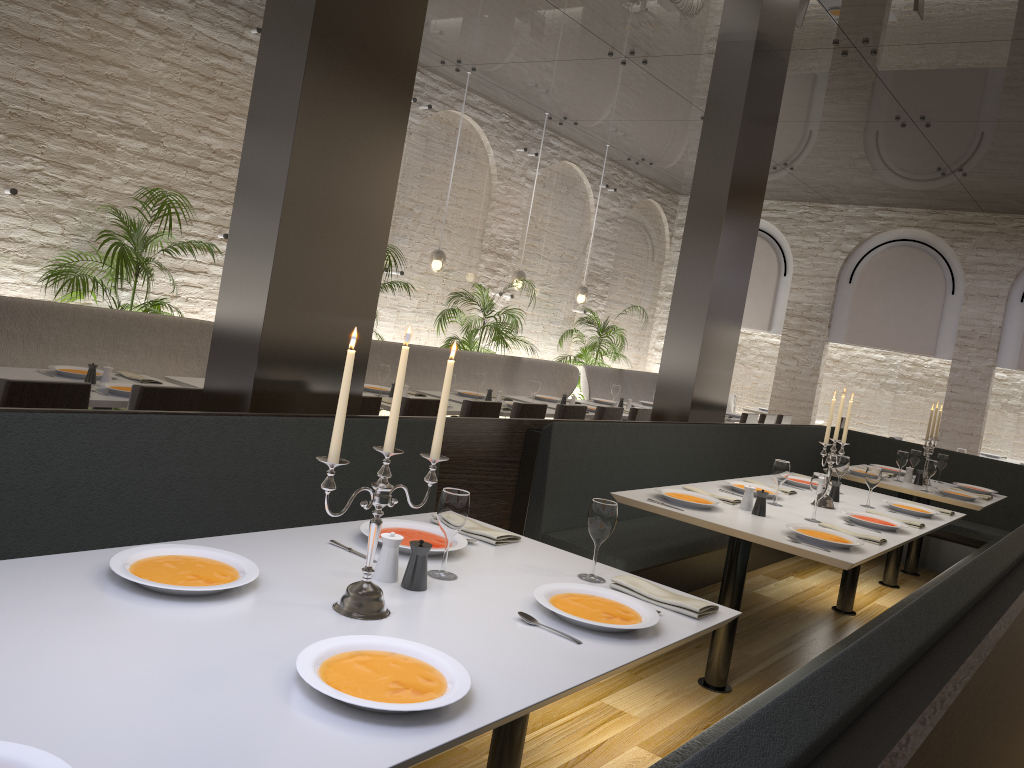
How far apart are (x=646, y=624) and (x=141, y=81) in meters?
6.0 m

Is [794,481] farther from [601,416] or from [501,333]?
[501,333]

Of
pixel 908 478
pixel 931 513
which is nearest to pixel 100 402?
pixel 931 513

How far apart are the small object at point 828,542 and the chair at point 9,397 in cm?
303

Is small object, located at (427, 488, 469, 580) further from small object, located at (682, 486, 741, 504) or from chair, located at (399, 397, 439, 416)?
chair, located at (399, 397, 439, 416)

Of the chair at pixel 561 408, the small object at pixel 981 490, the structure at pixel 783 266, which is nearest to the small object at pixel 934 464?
the small object at pixel 981 490

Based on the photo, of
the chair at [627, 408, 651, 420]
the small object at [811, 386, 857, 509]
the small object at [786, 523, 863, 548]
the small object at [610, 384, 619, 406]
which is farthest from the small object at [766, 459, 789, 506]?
the small object at [610, 384, 619, 406]

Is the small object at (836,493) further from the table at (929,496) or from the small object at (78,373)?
the small object at (78,373)

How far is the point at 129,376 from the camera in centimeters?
509cm

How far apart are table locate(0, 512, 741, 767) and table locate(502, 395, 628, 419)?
5.0 meters
